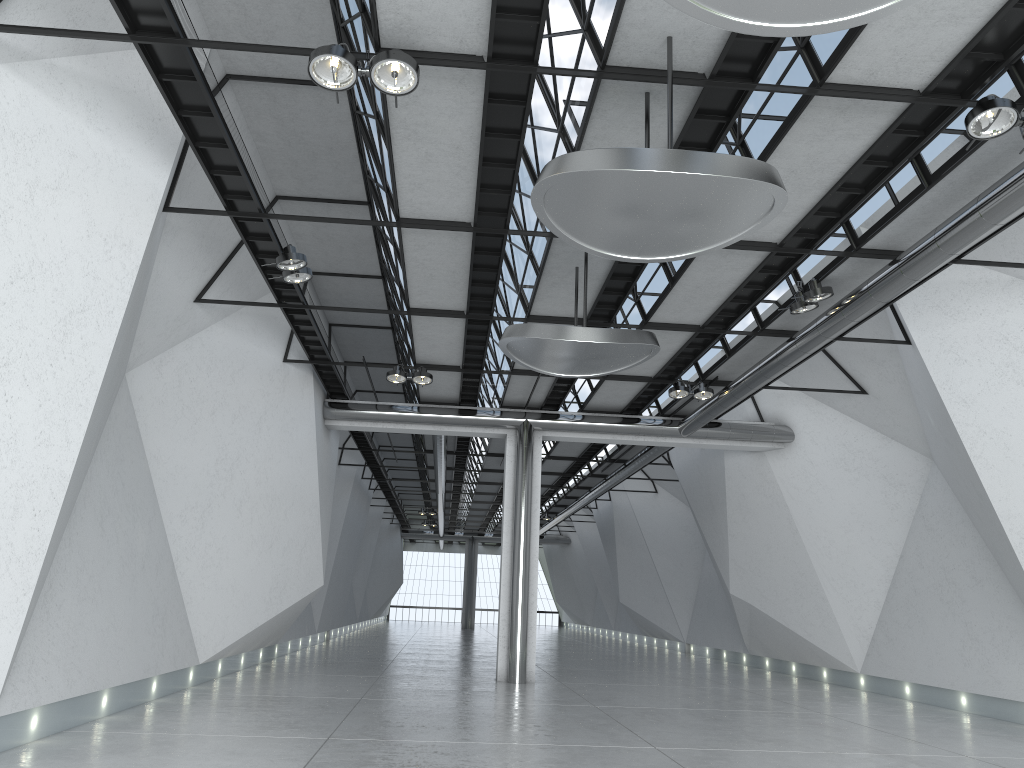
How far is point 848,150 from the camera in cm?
4459

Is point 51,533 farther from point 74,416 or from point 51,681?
point 51,681

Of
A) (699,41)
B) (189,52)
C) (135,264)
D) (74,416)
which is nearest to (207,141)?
(135,264)
